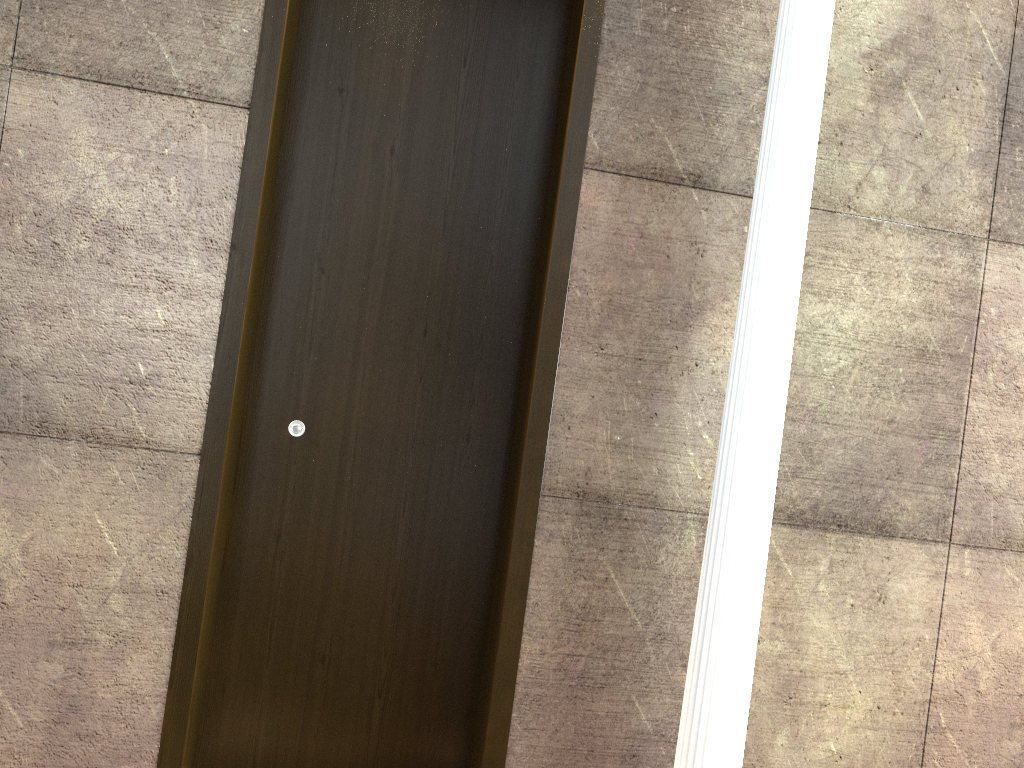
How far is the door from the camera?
2.7 meters

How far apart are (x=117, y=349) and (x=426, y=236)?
0.99m

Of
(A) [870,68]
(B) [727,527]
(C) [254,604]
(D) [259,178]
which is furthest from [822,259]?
(C) [254,604]

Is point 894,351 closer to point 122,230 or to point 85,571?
point 122,230

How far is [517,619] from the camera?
2.67m

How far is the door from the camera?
2.67m

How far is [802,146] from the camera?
2.5 meters
